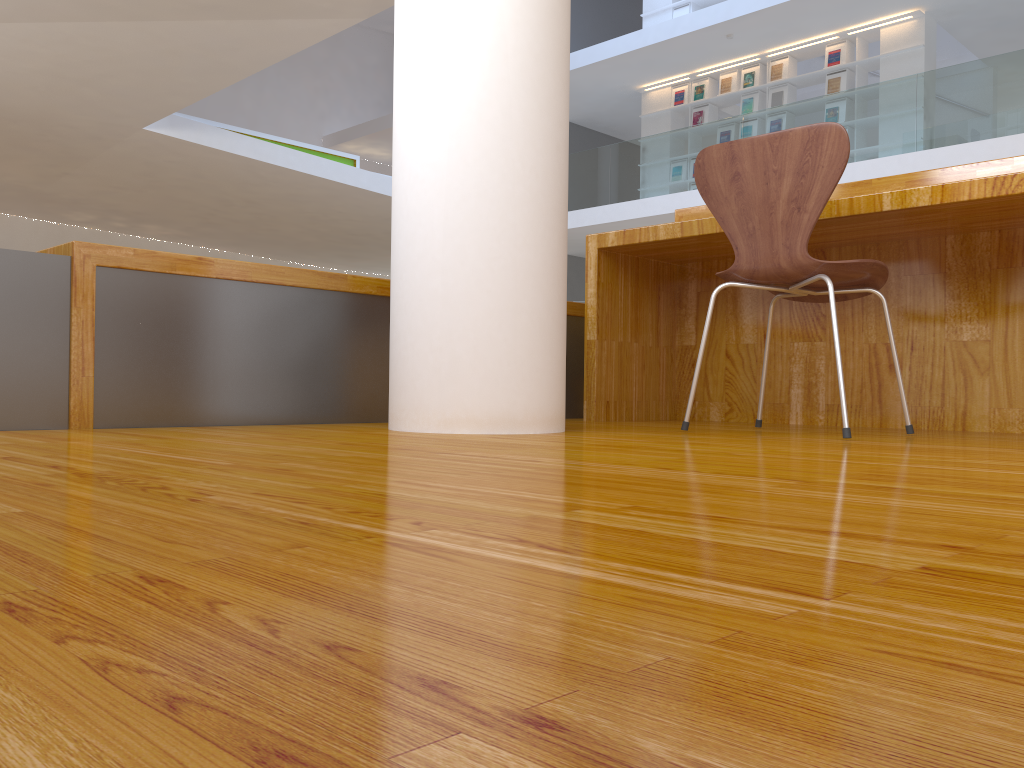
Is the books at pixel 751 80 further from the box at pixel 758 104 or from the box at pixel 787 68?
the box at pixel 787 68

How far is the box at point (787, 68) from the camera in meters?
10.5

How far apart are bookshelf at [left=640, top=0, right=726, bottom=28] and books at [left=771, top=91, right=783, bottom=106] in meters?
1.9 m

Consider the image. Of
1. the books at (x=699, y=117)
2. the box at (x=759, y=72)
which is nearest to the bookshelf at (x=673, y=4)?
the box at (x=759, y=72)

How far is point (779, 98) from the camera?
10.51m

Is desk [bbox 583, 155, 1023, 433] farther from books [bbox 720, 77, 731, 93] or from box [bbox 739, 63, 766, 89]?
books [bbox 720, 77, 731, 93]

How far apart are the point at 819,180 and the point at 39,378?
1.7 meters

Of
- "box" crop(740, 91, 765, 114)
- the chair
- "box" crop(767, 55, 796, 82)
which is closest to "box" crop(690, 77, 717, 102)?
"box" crop(740, 91, 765, 114)

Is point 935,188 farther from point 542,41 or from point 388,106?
point 388,106

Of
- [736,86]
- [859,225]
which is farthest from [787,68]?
[859,225]
